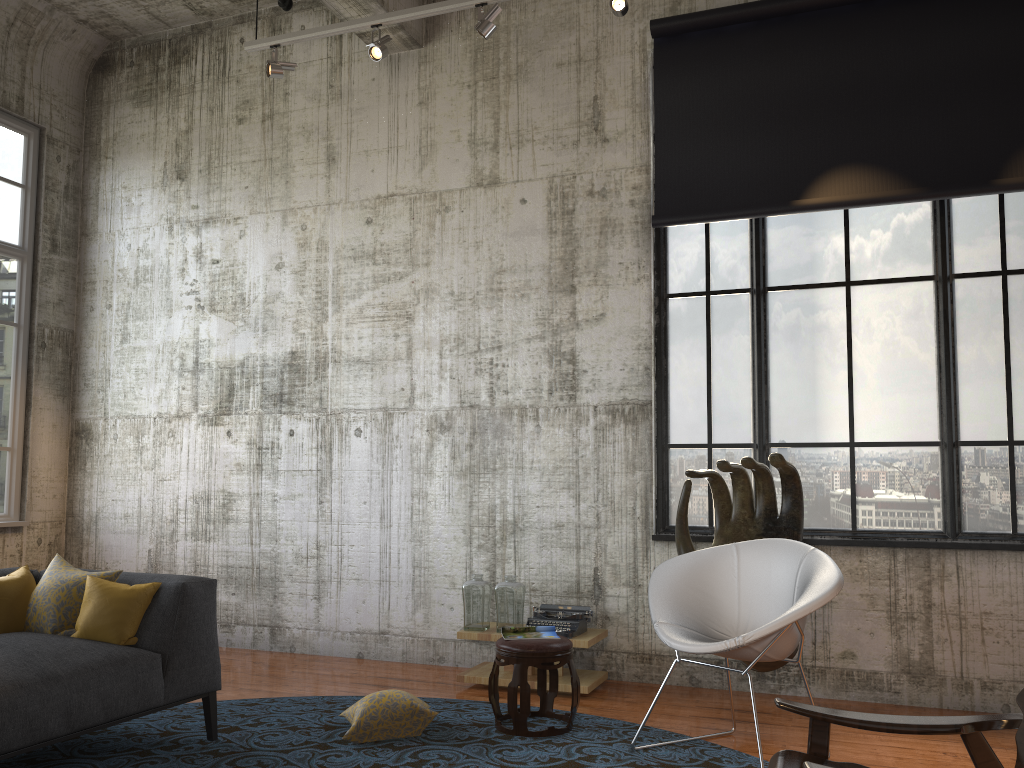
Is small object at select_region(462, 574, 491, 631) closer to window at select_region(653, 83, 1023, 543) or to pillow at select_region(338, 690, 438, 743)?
pillow at select_region(338, 690, 438, 743)

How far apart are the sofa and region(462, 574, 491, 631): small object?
1.7 meters

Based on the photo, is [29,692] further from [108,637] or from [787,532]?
[787,532]

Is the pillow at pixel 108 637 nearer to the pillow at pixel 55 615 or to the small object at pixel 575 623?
the pillow at pixel 55 615

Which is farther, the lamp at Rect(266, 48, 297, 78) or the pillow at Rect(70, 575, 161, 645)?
the lamp at Rect(266, 48, 297, 78)

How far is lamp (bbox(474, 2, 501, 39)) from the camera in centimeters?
553cm

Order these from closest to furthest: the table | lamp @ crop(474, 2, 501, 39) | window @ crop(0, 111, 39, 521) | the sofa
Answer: the sofa → the table → lamp @ crop(474, 2, 501, 39) → window @ crop(0, 111, 39, 521)

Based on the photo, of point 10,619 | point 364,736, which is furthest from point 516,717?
point 10,619

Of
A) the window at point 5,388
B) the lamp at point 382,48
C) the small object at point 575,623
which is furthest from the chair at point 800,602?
the window at point 5,388

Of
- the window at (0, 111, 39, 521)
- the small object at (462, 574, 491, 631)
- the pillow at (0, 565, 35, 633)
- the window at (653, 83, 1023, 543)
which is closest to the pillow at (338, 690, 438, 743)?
the small object at (462, 574, 491, 631)
